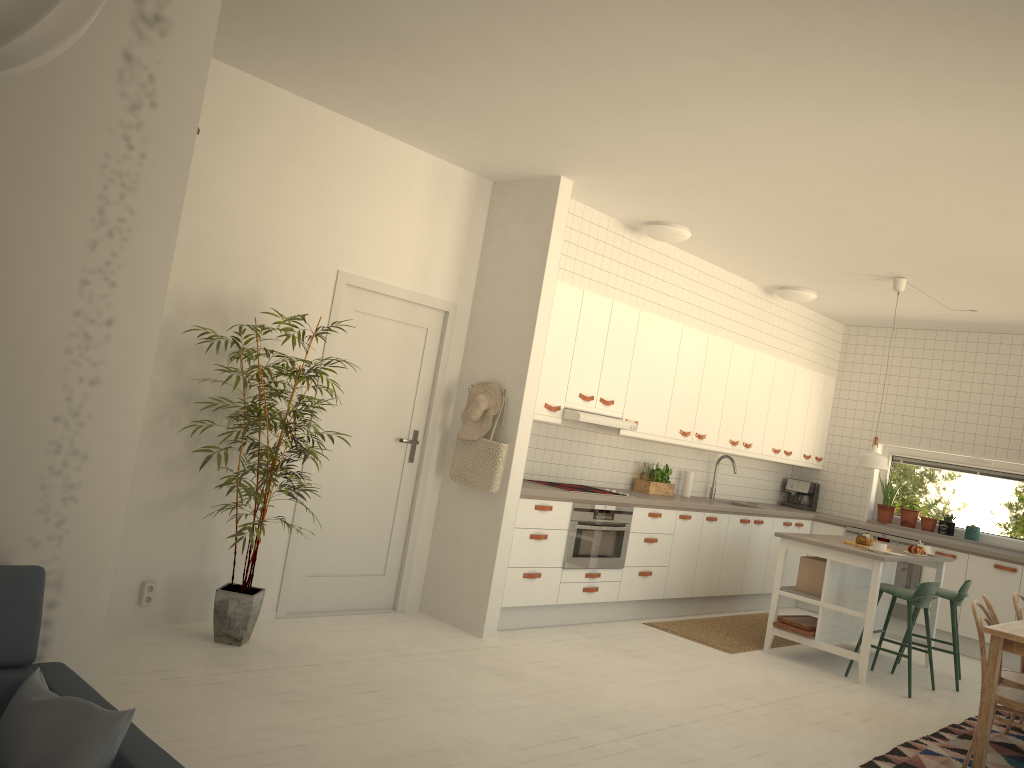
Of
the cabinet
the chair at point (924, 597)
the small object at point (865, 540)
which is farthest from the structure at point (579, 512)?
the chair at point (924, 597)

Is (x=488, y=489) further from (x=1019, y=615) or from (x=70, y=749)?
(x=70, y=749)

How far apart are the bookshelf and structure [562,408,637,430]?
3.8m

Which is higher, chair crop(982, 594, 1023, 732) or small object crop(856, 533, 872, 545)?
small object crop(856, 533, 872, 545)

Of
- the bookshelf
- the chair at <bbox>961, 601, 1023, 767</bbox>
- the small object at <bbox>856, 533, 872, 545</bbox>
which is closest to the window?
the small object at <bbox>856, 533, 872, 545</bbox>

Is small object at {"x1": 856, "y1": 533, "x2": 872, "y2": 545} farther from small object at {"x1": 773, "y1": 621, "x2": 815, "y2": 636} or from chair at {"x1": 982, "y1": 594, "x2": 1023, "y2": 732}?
chair at {"x1": 982, "y1": 594, "x2": 1023, "y2": 732}

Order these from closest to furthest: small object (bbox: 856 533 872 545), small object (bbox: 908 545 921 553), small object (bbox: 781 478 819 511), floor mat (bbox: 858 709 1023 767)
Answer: floor mat (bbox: 858 709 1023 767) < small object (bbox: 856 533 872 545) < small object (bbox: 908 545 921 553) < small object (bbox: 781 478 819 511)

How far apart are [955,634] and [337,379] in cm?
466

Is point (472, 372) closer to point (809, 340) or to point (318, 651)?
point (318, 651)

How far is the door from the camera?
5.3m
